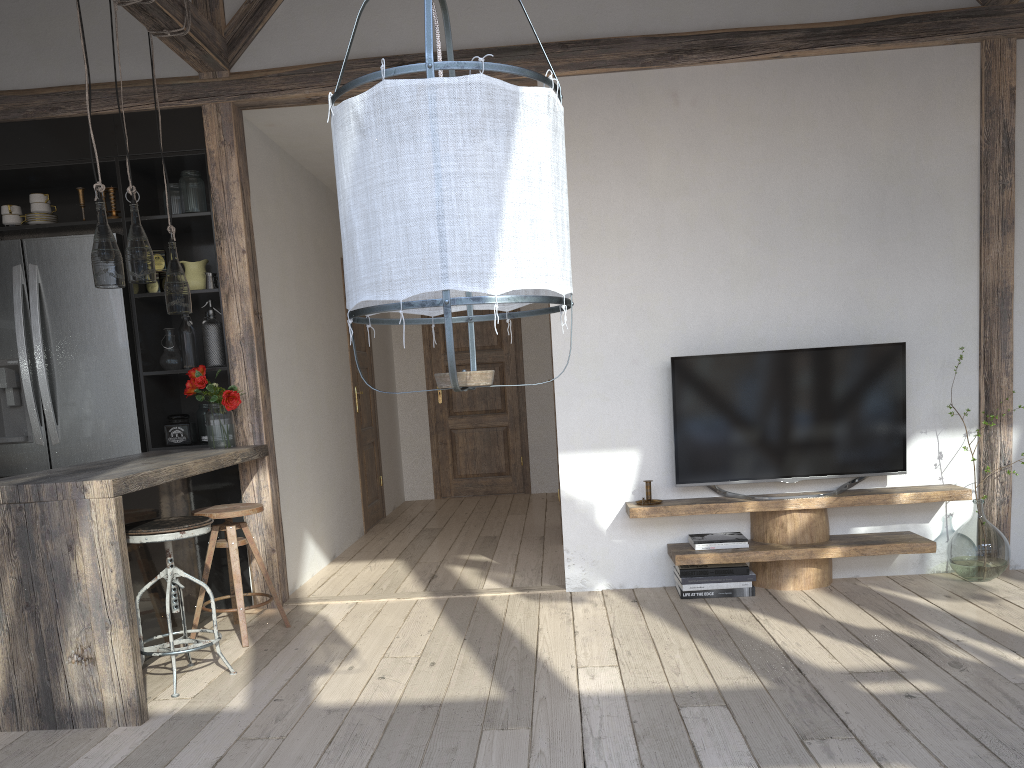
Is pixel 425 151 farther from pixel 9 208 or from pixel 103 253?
pixel 9 208

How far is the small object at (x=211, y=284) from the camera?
4.5m

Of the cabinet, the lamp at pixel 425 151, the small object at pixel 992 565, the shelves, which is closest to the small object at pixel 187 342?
the cabinet

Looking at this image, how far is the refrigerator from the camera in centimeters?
445cm

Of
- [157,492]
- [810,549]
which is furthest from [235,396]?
[810,549]

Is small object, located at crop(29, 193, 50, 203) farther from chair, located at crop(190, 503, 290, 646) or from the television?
the television

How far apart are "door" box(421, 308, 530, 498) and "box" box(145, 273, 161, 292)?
3.99m

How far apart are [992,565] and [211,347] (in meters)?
3.91

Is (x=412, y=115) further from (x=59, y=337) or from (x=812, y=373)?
(x=59, y=337)

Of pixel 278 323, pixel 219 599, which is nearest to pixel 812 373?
pixel 278 323
